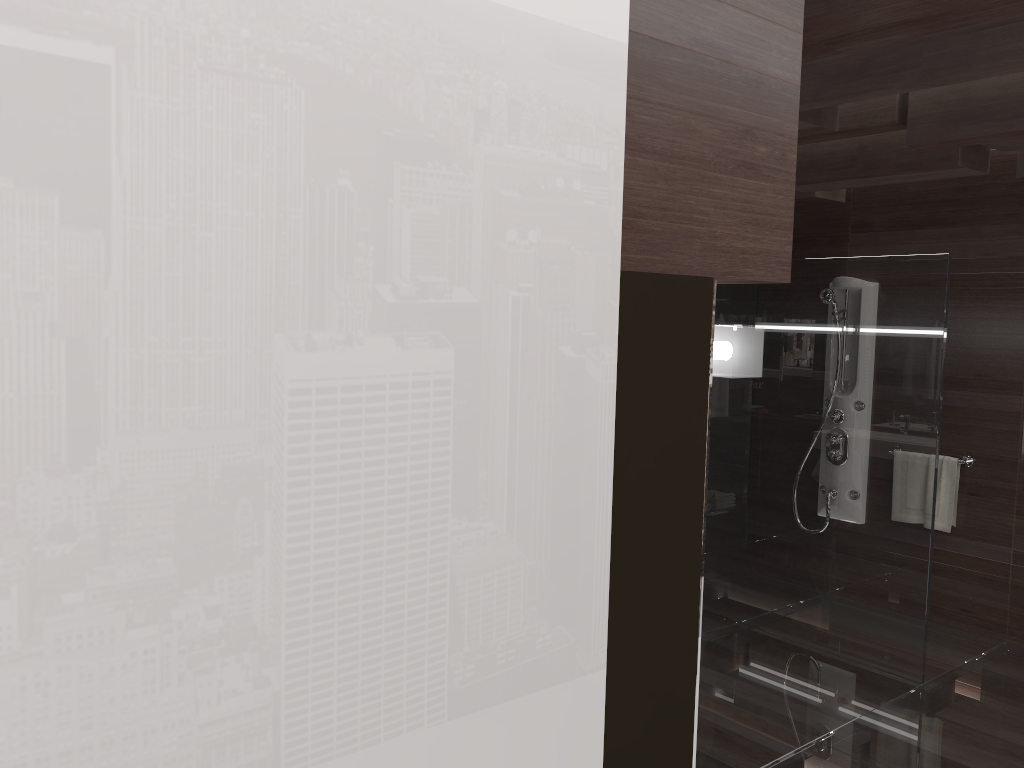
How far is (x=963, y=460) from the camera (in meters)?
4.81

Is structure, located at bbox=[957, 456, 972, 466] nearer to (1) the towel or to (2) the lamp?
(1) the towel

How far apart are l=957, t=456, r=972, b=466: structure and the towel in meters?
0.0

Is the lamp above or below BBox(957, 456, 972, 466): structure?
above

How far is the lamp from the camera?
1.39m

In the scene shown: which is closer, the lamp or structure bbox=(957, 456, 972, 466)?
the lamp

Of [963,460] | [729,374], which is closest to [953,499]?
[963,460]

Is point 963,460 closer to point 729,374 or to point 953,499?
point 953,499

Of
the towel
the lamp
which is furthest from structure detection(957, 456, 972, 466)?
the lamp

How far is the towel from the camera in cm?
484
